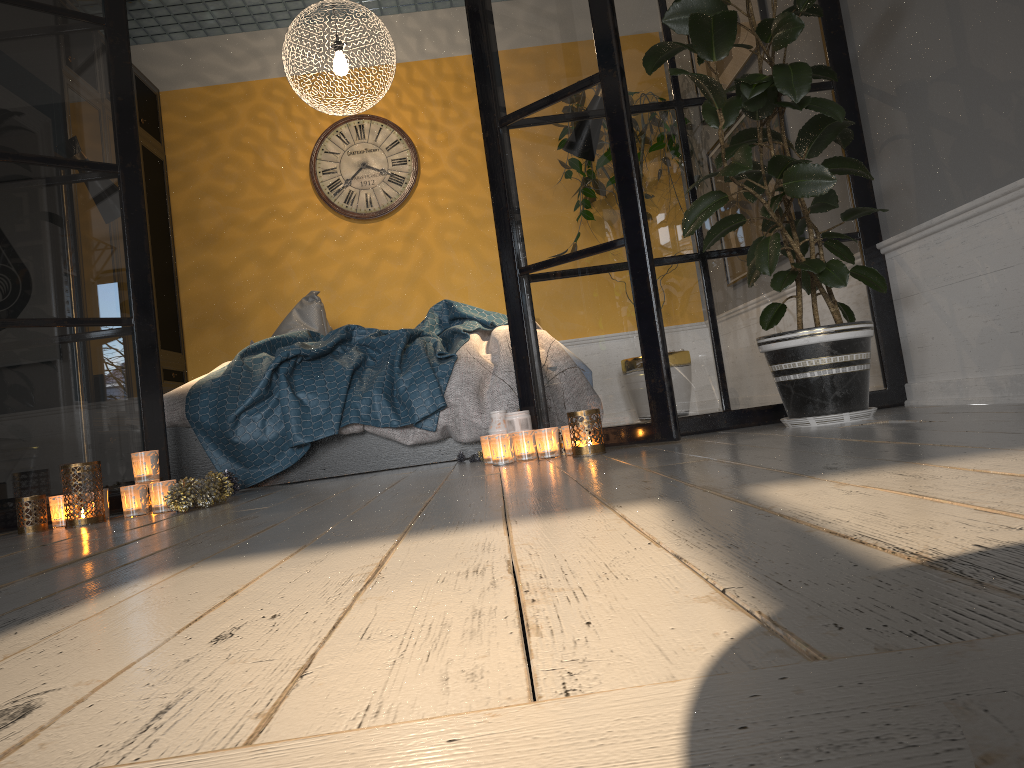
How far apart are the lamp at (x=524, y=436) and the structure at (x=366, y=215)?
3.3 meters

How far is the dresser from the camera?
5.4 meters

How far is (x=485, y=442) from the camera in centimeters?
300cm

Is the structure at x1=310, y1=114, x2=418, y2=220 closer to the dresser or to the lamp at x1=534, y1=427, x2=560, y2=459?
the dresser

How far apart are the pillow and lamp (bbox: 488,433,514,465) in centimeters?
232cm

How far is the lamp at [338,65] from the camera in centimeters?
449cm

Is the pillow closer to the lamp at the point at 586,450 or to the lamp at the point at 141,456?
the lamp at the point at 141,456

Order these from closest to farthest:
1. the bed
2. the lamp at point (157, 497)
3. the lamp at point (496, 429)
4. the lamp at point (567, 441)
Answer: the lamp at point (157, 497) < the lamp at point (567, 441) < the lamp at point (496, 429) < the bed

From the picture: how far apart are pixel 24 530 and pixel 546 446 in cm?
161

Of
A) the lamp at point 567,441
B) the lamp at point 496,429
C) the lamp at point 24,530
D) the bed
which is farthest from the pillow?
the lamp at point 567,441
